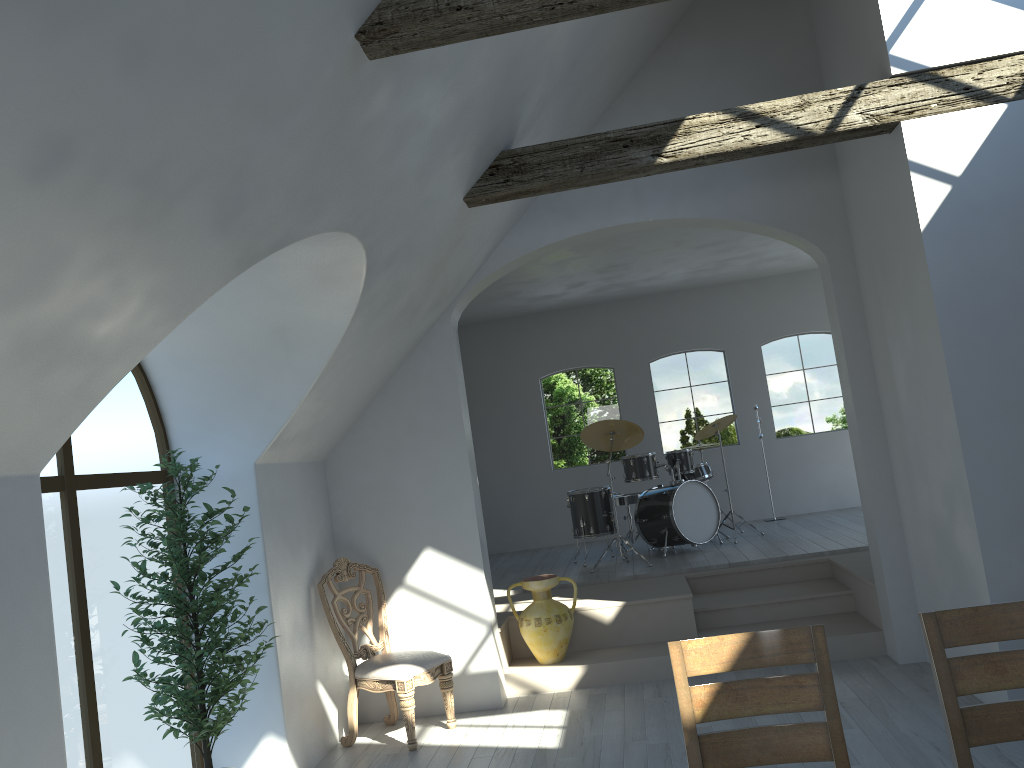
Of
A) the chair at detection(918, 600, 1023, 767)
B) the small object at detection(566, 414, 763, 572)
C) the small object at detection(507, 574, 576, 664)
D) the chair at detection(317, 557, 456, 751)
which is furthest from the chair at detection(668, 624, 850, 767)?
the small object at detection(566, 414, 763, 572)

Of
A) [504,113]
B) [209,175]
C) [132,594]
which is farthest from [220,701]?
[504,113]

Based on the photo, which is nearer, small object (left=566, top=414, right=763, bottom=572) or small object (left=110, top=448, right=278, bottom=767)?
small object (left=110, top=448, right=278, bottom=767)

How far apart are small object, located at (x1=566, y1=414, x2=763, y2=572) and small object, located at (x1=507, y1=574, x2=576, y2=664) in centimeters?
189cm

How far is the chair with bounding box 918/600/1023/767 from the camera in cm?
253

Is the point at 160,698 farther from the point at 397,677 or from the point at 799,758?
the point at 799,758

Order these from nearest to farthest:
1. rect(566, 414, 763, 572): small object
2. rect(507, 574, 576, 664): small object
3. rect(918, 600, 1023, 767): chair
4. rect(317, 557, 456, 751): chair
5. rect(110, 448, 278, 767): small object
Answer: rect(918, 600, 1023, 767): chair < rect(110, 448, 278, 767): small object < rect(317, 557, 456, 751): chair < rect(507, 574, 576, 664): small object < rect(566, 414, 763, 572): small object

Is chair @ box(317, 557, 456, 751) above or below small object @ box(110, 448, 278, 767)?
below

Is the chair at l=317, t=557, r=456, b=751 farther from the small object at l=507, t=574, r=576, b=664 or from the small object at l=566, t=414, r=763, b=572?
the small object at l=566, t=414, r=763, b=572

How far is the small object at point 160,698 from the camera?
4.1m
